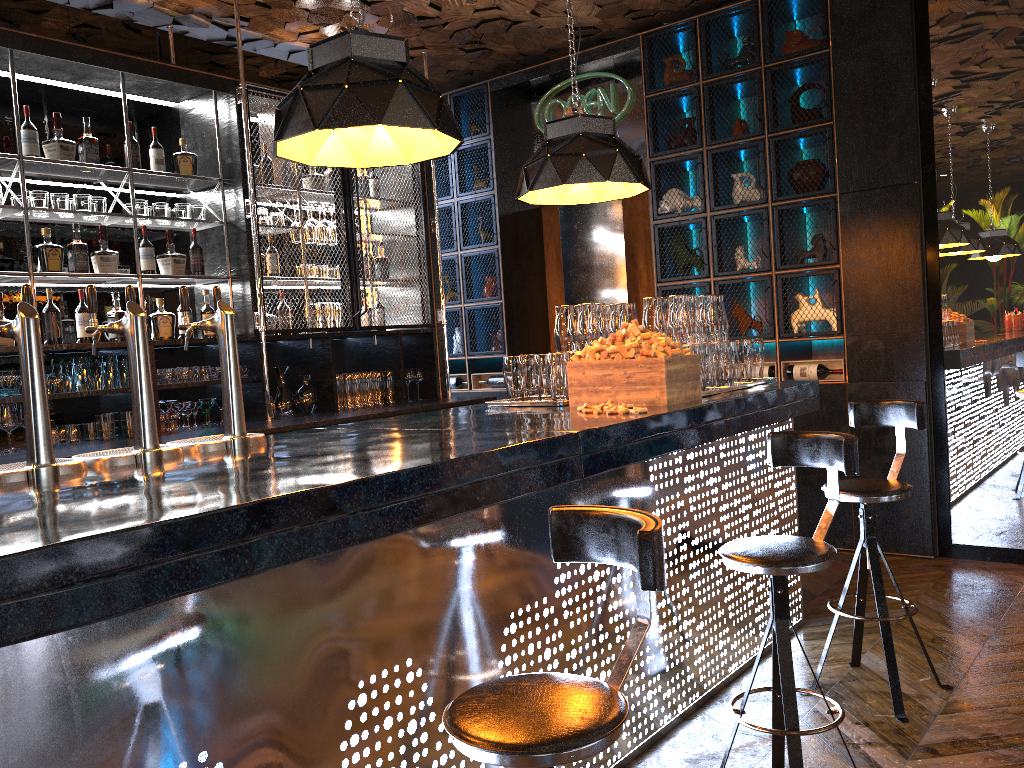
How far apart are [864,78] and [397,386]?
3.5 meters

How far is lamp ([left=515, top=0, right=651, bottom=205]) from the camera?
3.7 meters

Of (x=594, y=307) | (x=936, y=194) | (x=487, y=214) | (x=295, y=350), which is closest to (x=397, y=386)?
(x=295, y=350)

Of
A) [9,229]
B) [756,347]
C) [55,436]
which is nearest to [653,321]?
[756,347]

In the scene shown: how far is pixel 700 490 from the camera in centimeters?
343cm

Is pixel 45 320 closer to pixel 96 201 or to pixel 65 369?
pixel 65 369

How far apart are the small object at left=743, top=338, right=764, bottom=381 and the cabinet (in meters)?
1.47

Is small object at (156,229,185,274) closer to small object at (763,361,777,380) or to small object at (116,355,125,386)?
small object at (116,355,125,386)

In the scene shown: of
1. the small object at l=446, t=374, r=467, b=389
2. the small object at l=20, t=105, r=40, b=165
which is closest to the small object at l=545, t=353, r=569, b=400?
the small object at l=20, t=105, r=40, b=165

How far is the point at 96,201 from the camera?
4.7 meters
